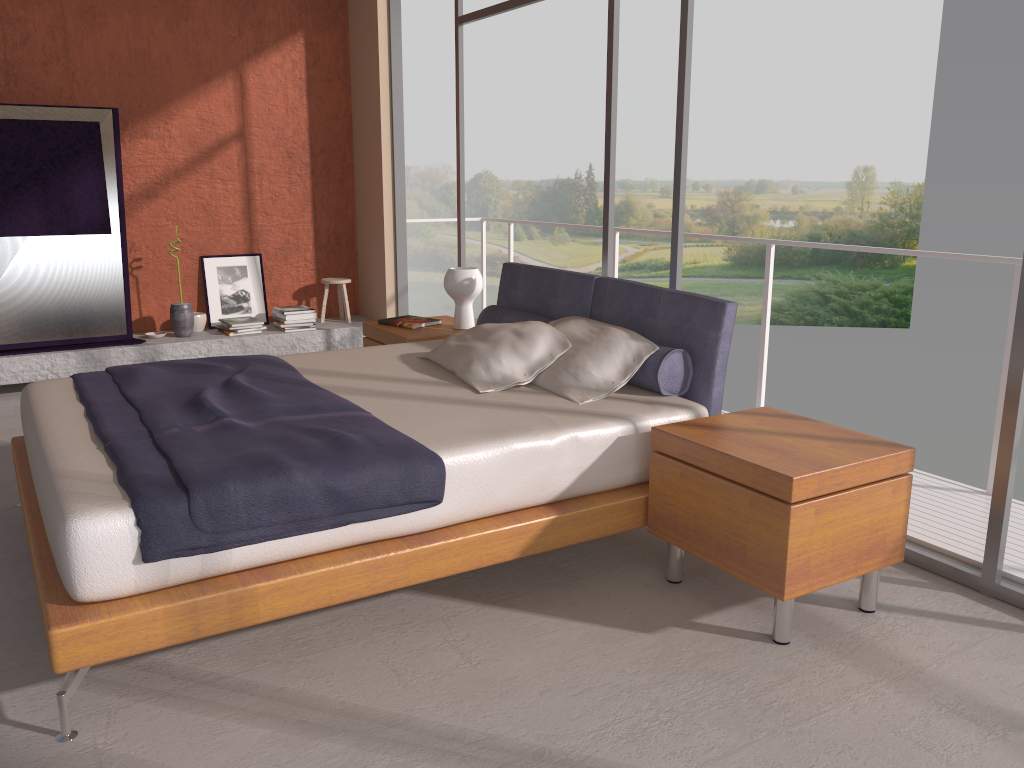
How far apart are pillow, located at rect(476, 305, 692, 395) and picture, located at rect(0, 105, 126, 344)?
2.9m

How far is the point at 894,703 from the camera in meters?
2.4 m

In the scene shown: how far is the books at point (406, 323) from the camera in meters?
5.1 m

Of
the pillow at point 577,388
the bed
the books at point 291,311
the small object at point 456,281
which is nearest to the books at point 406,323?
the small object at point 456,281

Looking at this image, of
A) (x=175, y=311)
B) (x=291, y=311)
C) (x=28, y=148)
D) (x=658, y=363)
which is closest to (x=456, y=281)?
(x=658, y=363)

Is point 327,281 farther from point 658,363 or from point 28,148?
point 658,363

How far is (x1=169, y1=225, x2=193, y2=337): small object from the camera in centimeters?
635cm

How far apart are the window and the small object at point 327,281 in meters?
1.3

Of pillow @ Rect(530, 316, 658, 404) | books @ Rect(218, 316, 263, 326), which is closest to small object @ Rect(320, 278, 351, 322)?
books @ Rect(218, 316, 263, 326)

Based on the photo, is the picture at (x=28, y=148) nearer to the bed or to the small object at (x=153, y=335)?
the small object at (x=153, y=335)
